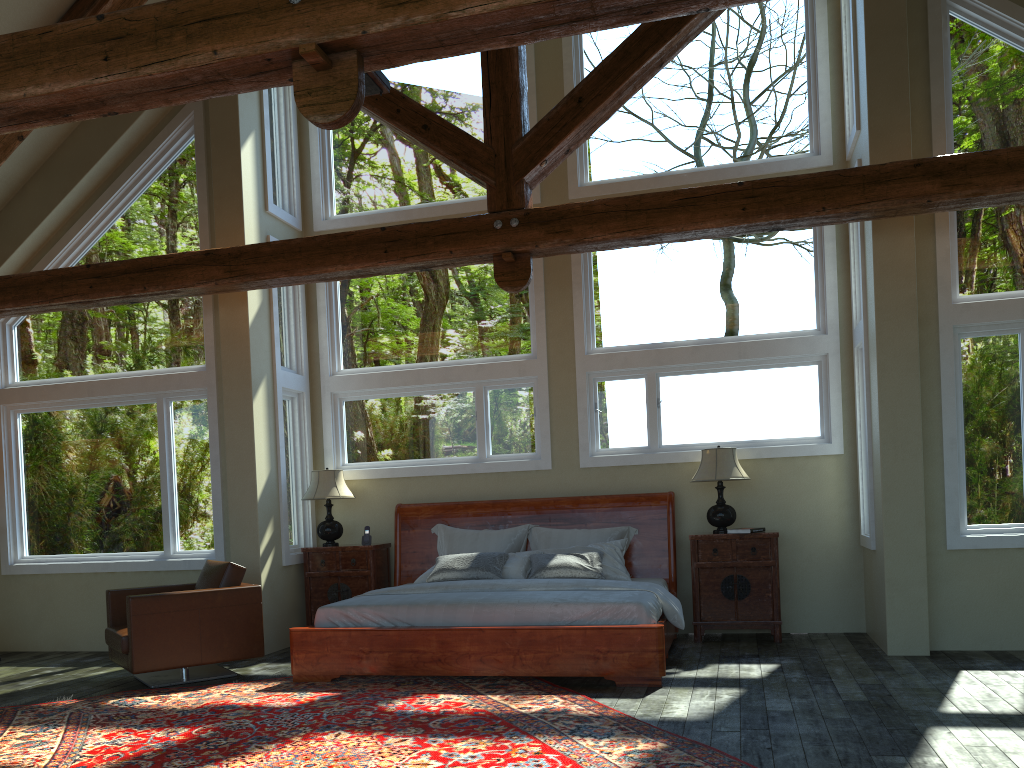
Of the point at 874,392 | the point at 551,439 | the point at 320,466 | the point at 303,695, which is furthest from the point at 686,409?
the point at 303,695

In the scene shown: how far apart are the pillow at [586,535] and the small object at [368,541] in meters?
0.6 m

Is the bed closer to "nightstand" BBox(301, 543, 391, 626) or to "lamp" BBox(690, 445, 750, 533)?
"nightstand" BBox(301, 543, 391, 626)

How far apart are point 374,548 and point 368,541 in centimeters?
17cm

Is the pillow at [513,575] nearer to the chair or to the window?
the window

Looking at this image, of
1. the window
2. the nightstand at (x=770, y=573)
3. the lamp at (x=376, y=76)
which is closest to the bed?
the nightstand at (x=770, y=573)

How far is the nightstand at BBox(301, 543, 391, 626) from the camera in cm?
824

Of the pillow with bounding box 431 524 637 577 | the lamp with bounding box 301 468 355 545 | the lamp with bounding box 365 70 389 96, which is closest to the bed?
the pillow with bounding box 431 524 637 577

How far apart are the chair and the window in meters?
0.9

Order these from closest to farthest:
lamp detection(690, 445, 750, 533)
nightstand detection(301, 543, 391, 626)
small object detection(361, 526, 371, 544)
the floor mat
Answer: the floor mat → lamp detection(690, 445, 750, 533) → nightstand detection(301, 543, 391, 626) → small object detection(361, 526, 371, 544)
